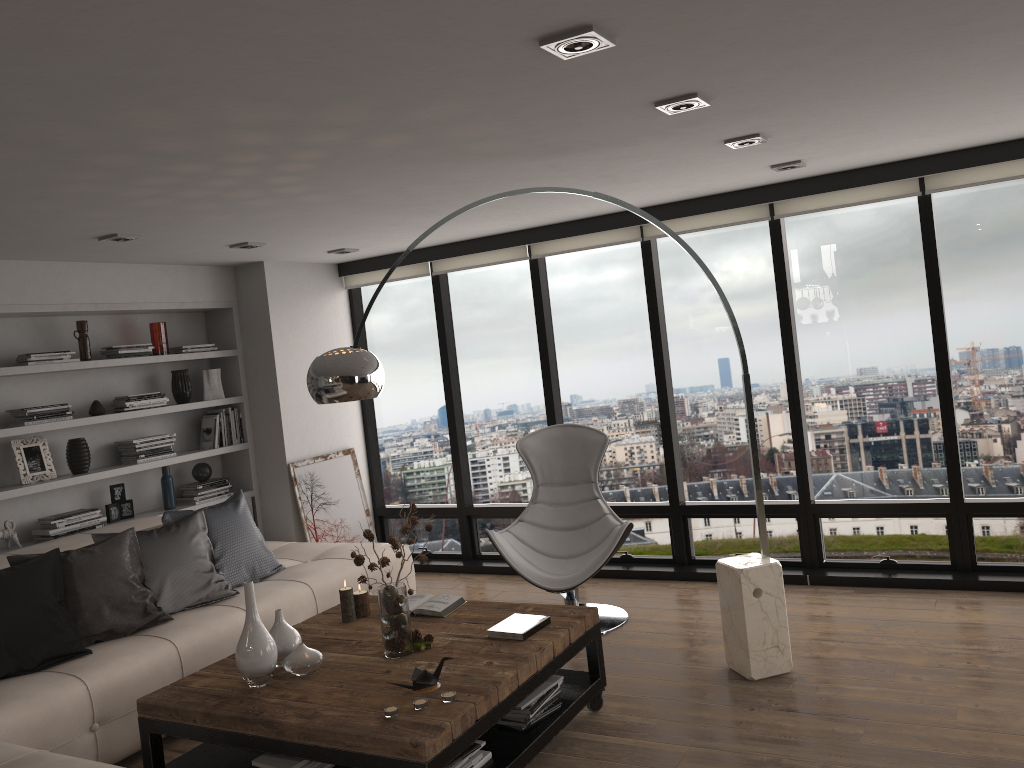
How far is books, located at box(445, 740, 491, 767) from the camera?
3.1m

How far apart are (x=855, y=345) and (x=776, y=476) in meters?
1.0 m

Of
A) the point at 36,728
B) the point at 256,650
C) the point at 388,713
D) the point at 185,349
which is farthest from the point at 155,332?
the point at 388,713

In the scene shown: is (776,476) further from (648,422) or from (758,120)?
(758,120)

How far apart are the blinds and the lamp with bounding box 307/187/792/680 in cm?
150

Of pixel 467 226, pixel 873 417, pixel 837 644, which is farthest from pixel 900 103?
pixel 467 226

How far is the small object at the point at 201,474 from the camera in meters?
6.2

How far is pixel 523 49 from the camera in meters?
2.4

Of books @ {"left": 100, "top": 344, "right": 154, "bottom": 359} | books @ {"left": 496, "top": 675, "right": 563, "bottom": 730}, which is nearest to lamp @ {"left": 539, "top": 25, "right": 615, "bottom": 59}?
books @ {"left": 496, "top": 675, "right": 563, "bottom": 730}

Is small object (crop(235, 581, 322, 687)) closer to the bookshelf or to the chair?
the chair
